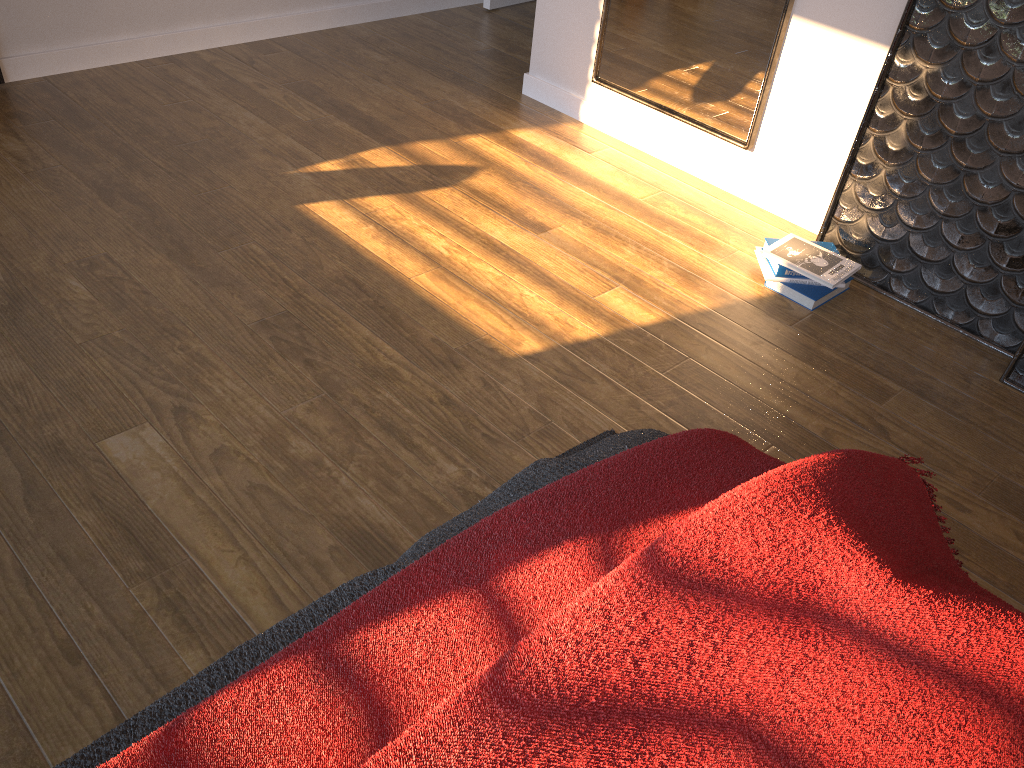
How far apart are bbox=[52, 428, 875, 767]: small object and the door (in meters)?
3.07

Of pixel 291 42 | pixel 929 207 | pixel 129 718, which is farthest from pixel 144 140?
pixel 929 207

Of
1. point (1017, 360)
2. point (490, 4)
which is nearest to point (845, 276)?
point (1017, 360)

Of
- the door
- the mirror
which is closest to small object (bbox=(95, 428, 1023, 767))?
the mirror

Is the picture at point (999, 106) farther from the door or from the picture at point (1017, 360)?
the door

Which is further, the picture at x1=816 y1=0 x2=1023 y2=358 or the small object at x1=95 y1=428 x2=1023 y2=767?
the picture at x1=816 y1=0 x2=1023 y2=358

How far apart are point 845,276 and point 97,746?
2.11m

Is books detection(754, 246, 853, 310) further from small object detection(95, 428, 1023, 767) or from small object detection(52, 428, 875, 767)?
small object detection(95, 428, 1023, 767)

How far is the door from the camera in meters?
4.3

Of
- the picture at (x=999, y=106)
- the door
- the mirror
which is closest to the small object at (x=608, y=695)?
the picture at (x=999, y=106)
